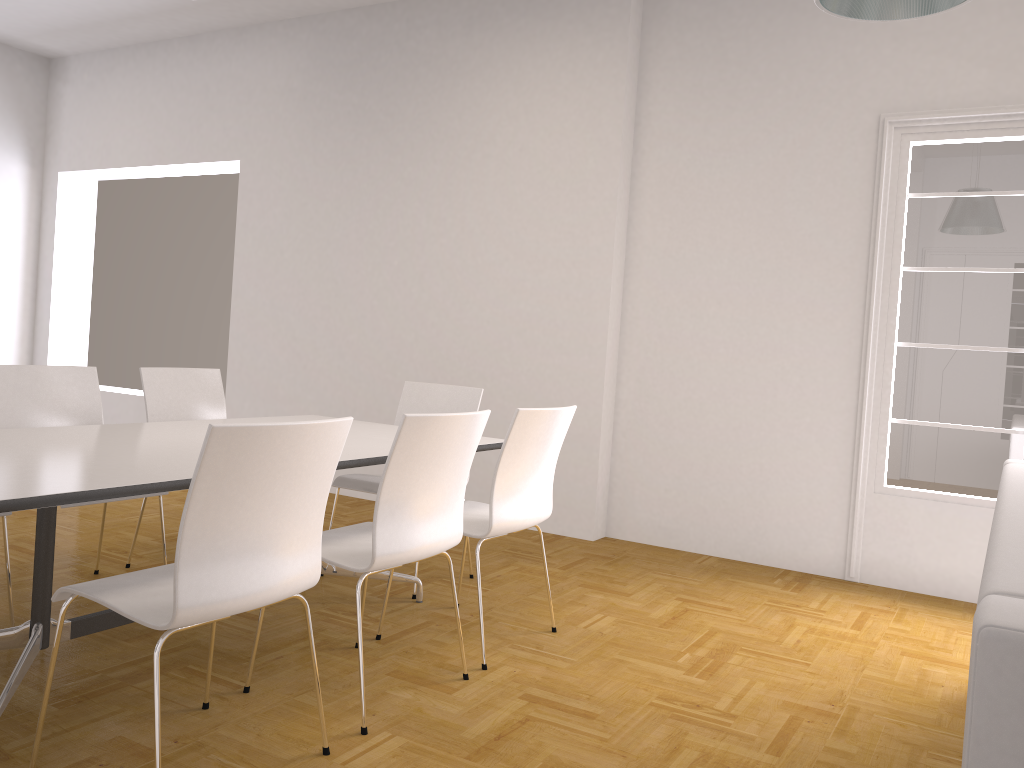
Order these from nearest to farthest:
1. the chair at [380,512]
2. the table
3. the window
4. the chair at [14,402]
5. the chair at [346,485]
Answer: the table → the chair at [380,512] → the chair at [14,402] → the chair at [346,485] → the window

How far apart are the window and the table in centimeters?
213cm

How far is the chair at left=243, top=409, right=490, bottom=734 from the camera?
A: 2.60m

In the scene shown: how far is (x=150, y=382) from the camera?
4.2 meters

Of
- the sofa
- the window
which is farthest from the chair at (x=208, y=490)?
the window

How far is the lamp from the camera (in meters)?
2.71

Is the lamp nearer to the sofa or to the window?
the sofa

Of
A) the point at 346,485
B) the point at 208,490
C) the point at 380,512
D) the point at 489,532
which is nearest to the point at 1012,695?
the point at 208,490

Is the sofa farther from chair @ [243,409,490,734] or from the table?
the table

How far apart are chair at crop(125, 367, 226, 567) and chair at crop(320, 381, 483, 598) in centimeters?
78cm
